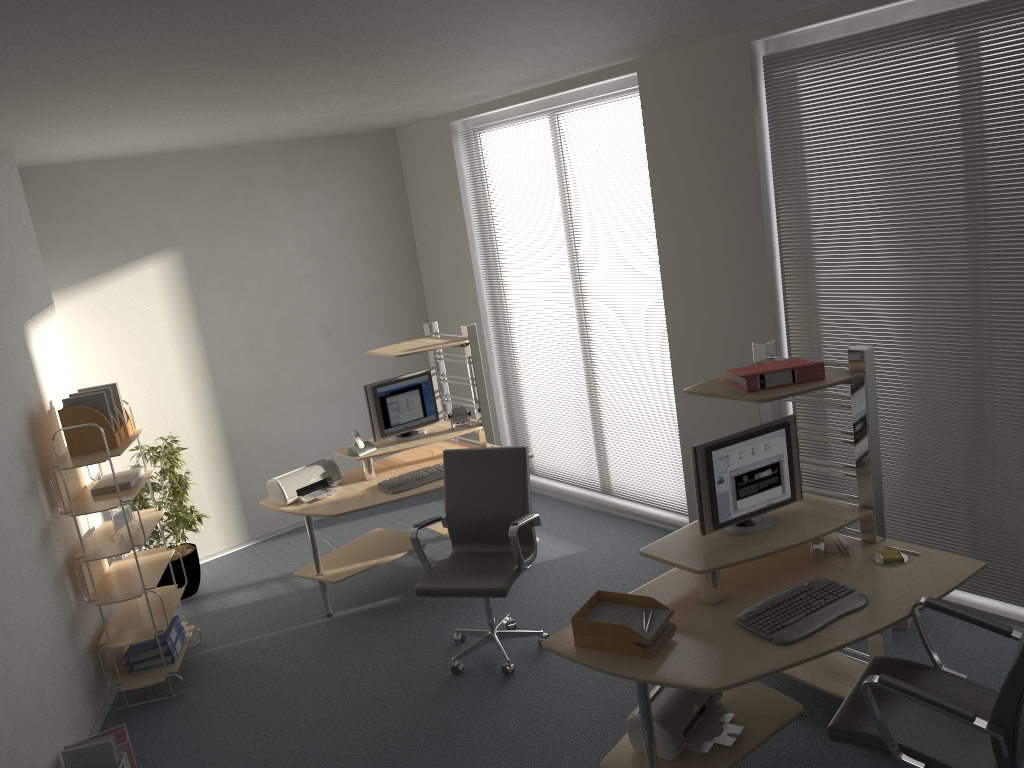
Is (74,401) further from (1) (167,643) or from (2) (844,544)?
(2) (844,544)

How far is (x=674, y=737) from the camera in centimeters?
324cm

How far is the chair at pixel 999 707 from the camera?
2.54m

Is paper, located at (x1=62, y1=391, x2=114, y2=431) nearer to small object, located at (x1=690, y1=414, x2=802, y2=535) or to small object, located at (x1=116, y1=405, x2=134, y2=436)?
small object, located at (x1=116, y1=405, x2=134, y2=436)

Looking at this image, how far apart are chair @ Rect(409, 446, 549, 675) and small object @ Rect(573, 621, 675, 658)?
1.06m

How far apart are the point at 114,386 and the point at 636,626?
3.28m

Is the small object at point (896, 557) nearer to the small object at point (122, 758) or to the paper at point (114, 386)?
the small object at point (122, 758)

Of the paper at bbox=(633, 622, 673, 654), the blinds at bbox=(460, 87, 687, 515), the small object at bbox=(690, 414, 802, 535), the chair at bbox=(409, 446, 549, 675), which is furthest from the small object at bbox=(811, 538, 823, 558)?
the blinds at bbox=(460, 87, 687, 515)

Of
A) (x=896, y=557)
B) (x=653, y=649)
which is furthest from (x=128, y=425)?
(x=896, y=557)

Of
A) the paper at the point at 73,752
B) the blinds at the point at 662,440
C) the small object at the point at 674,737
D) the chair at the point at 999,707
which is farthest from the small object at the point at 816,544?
the paper at the point at 73,752
